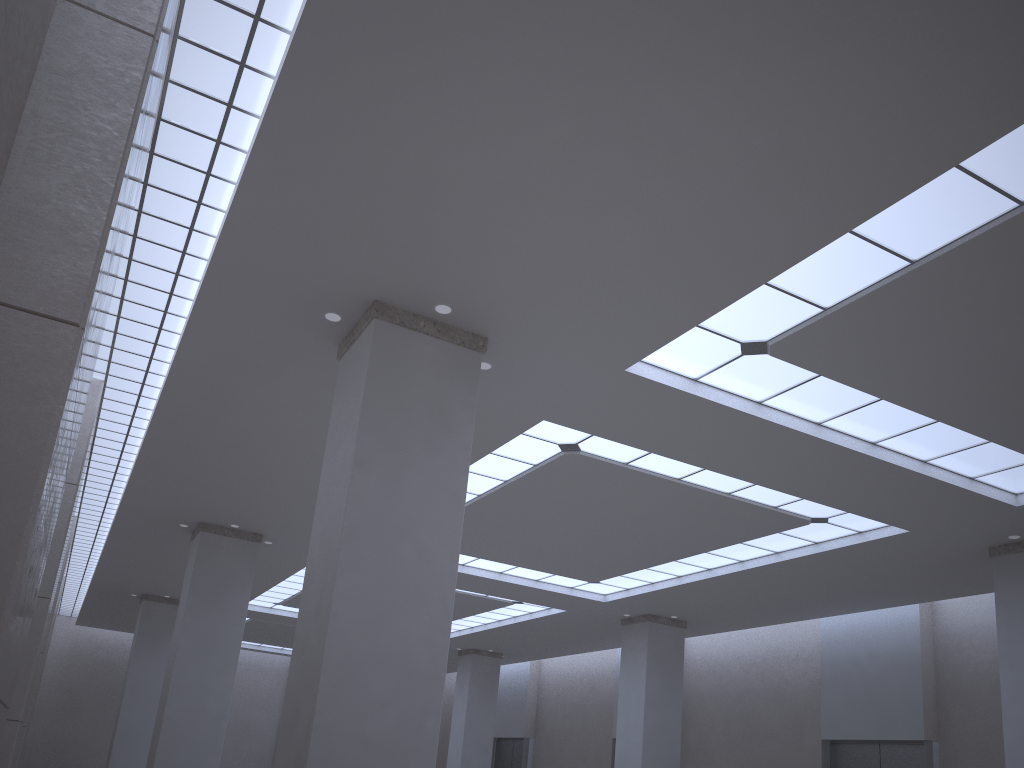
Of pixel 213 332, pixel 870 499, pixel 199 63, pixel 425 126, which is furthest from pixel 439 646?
pixel 870 499
